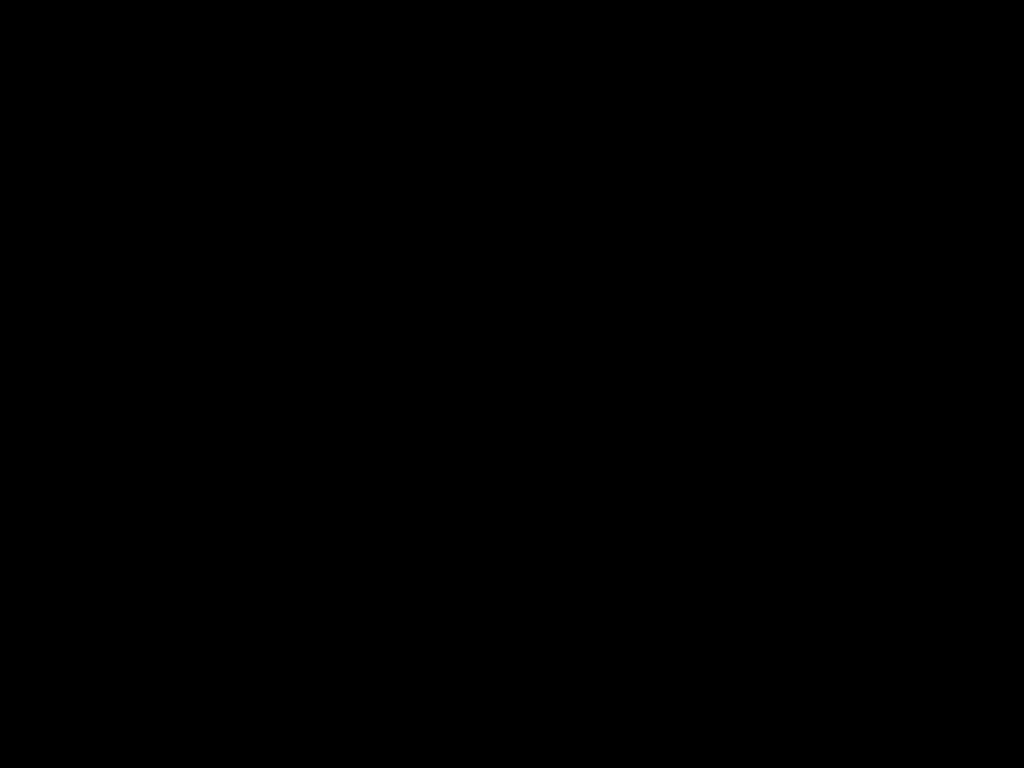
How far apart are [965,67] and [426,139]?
0.3 meters

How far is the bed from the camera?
0.42m

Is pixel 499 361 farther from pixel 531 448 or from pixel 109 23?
pixel 109 23

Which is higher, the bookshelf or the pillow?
the pillow

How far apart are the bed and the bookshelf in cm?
2

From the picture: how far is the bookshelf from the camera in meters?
2.2 m

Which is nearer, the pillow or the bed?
the bed

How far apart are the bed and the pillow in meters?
0.0

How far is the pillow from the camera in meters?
2.2 m

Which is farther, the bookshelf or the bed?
the bookshelf
